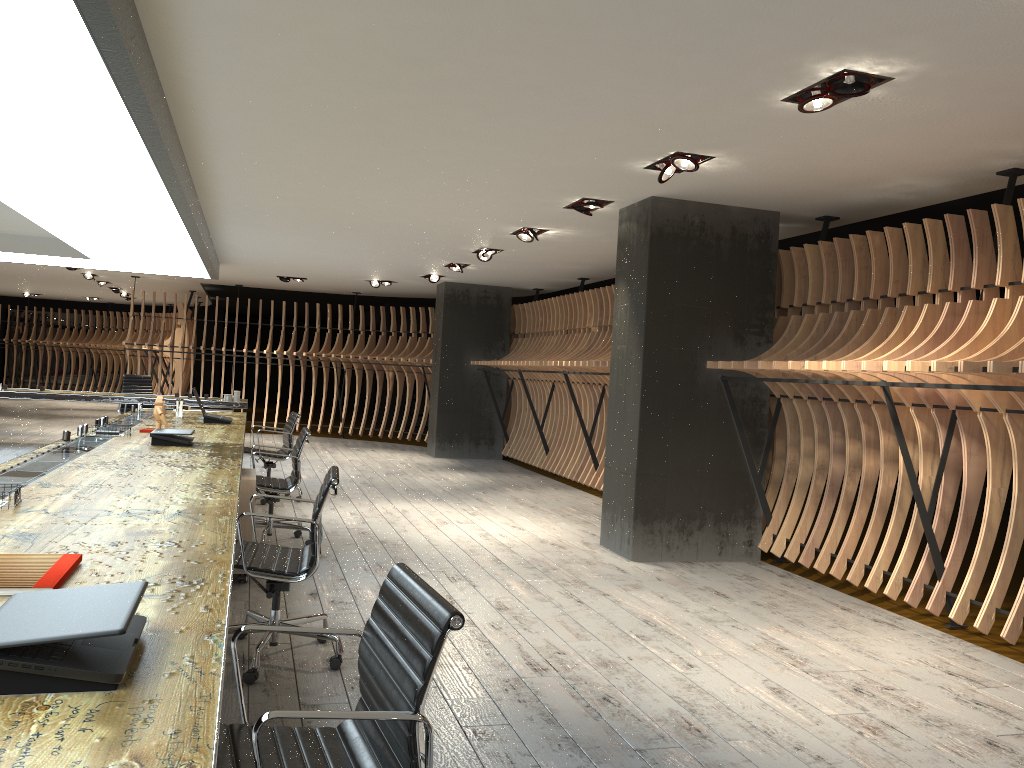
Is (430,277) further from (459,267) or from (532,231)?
(532,231)

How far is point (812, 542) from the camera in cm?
652

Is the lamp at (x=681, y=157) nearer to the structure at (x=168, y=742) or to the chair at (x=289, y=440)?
the structure at (x=168, y=742)

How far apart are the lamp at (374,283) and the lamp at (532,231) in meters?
6.2

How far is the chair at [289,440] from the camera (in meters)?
8.51

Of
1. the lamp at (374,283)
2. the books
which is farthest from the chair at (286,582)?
the lamp at (374,283)

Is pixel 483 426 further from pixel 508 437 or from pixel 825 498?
pixel 825 498

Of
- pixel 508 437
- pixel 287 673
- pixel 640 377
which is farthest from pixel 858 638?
pixel 508 437

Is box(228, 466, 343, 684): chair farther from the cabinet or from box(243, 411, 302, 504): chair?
box(243, 411, 302, 504): chair

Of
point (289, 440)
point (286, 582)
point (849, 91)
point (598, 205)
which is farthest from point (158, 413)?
point (849, 91)
